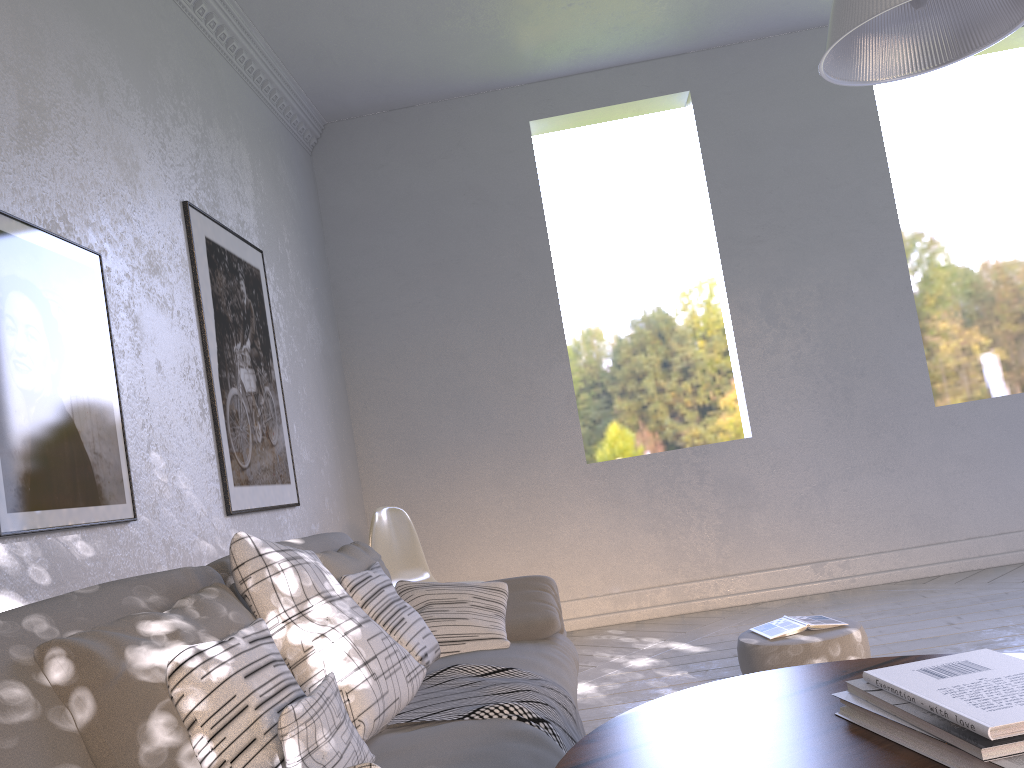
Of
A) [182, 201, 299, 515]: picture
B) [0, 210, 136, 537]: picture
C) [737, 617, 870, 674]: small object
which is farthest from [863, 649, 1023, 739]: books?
[182, 201, 299, 515]: picture

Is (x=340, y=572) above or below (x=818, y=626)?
above

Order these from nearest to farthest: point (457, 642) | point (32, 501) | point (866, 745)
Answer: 1. point (866, 745)
2. point (32, 501)
3. point (457, 642)

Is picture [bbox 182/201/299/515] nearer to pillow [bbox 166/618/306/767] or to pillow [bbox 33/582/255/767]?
pillow [bbox 33/582/255/767]

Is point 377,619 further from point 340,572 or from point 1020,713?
point 1020,713

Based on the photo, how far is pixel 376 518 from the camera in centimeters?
343cm

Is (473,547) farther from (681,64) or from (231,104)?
(681,64)

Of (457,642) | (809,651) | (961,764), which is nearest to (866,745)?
(961,764)

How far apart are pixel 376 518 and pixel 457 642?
1.4 meters

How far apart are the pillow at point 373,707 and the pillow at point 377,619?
0.07m
